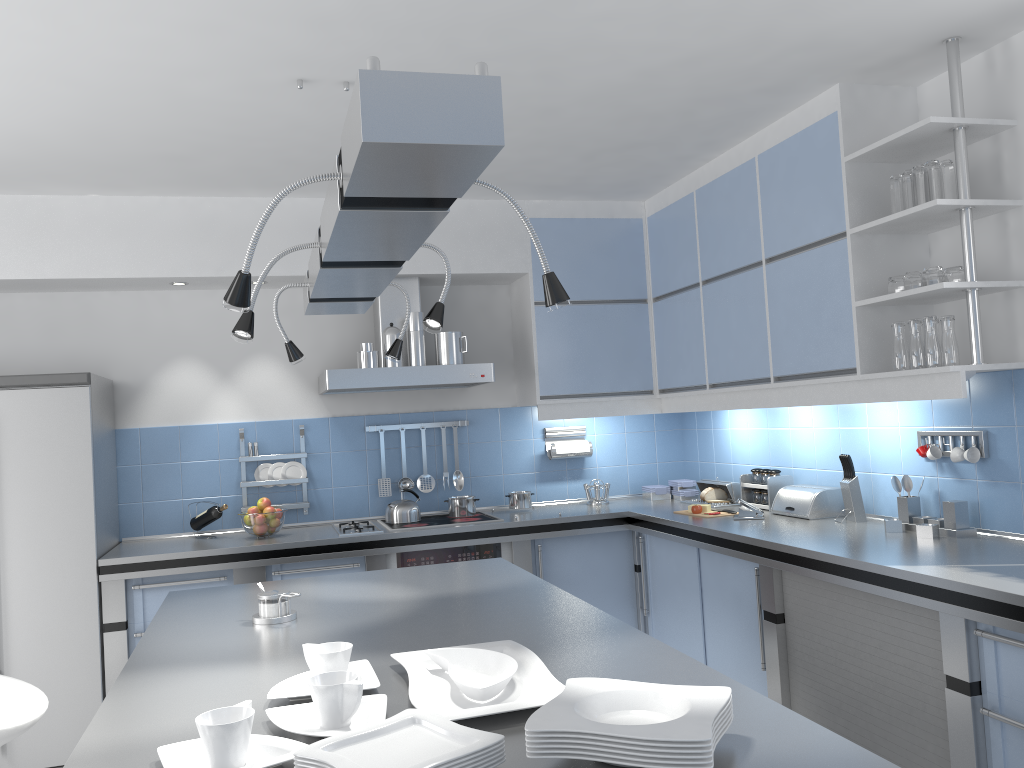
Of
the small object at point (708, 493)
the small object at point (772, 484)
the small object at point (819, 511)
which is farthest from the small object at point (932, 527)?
the small object at point (708, 493)

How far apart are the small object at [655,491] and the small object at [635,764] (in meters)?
4.03

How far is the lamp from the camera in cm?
126

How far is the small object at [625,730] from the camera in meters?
1.3

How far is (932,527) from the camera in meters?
3.3 m

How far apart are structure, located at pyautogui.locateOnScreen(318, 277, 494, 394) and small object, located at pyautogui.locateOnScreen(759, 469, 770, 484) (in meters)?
1.47

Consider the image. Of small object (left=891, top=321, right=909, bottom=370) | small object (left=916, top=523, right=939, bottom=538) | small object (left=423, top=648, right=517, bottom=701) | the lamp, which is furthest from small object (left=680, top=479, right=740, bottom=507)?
small object (left=423, top=648, right=517, bottom=701)

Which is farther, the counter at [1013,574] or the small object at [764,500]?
the small object at [764,500]

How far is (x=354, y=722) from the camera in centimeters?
159cm

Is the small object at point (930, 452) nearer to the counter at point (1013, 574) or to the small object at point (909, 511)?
the small object at point (909, 511)
